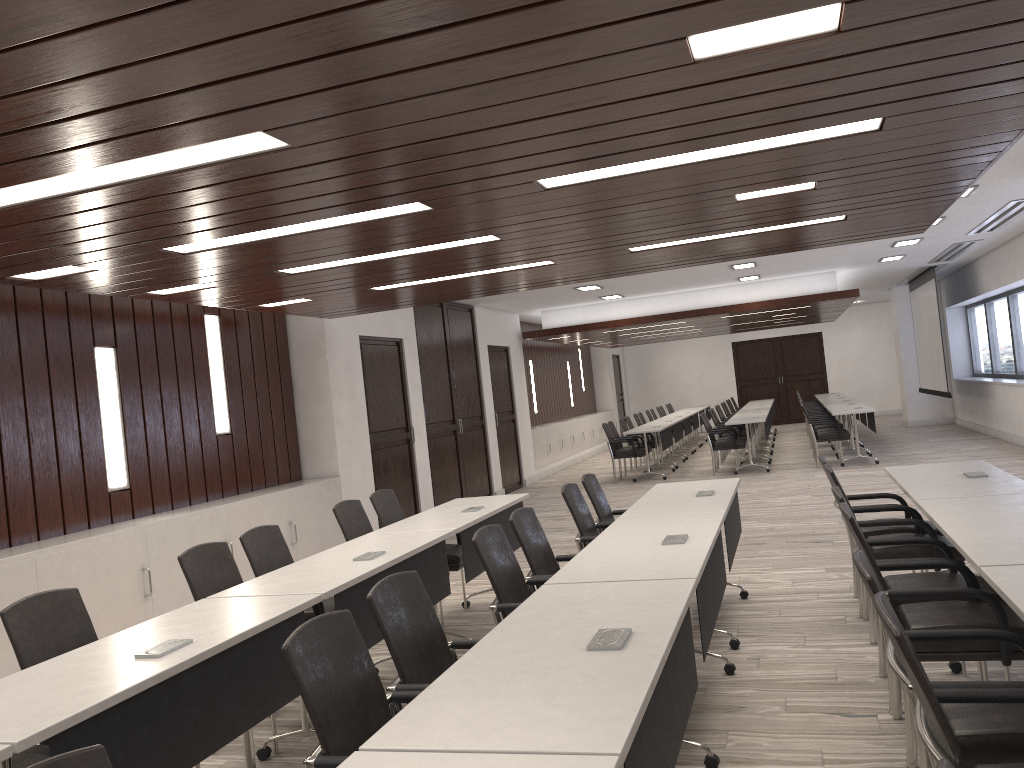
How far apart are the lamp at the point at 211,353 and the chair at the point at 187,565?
3.40m

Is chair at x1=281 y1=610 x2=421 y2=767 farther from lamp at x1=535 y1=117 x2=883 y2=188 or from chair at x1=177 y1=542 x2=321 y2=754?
lamp at x1=535 y1=117 x2=883 y2=188

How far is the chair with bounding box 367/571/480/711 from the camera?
2.8 meters

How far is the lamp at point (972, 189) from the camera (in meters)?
7.99

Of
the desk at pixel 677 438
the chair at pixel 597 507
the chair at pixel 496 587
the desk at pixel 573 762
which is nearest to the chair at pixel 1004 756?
the desk at pixel 573 762

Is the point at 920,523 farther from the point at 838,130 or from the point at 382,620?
the point at 382,620

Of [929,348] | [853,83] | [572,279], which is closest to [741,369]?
[929,348]

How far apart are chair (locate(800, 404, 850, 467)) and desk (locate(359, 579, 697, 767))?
10.47m

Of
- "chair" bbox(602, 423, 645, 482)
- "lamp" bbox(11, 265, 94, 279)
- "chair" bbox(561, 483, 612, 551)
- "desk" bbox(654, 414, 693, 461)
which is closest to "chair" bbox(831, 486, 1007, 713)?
"chair" bbox(561, 483, 612, 551)

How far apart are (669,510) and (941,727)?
3.06m
